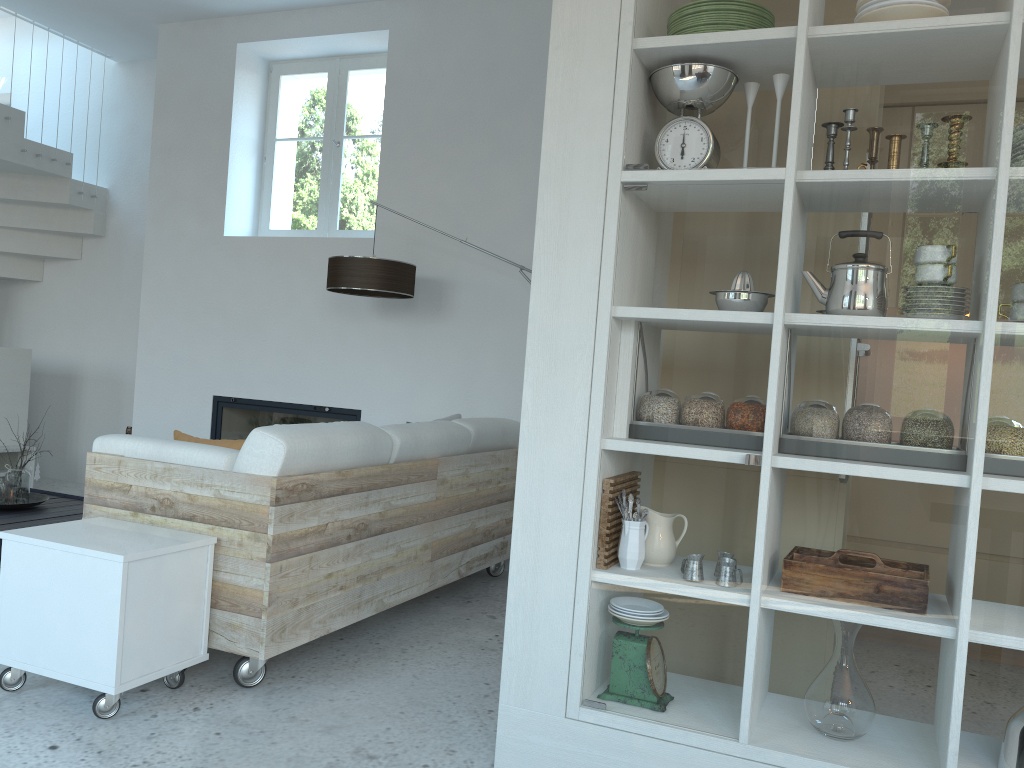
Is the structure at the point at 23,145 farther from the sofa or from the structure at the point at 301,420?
the sofa

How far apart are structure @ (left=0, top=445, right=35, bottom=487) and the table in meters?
1.1 m

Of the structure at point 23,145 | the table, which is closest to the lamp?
the table

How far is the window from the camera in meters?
5.7

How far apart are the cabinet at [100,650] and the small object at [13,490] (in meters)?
1.98

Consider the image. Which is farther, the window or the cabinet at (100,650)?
the window

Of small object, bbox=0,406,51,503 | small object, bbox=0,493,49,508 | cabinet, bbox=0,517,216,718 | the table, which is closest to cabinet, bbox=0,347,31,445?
the table

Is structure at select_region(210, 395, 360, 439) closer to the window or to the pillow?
the window

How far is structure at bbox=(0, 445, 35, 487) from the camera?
5.9 meters

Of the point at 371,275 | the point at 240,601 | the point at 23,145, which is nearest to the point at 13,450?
the point at 23,145
